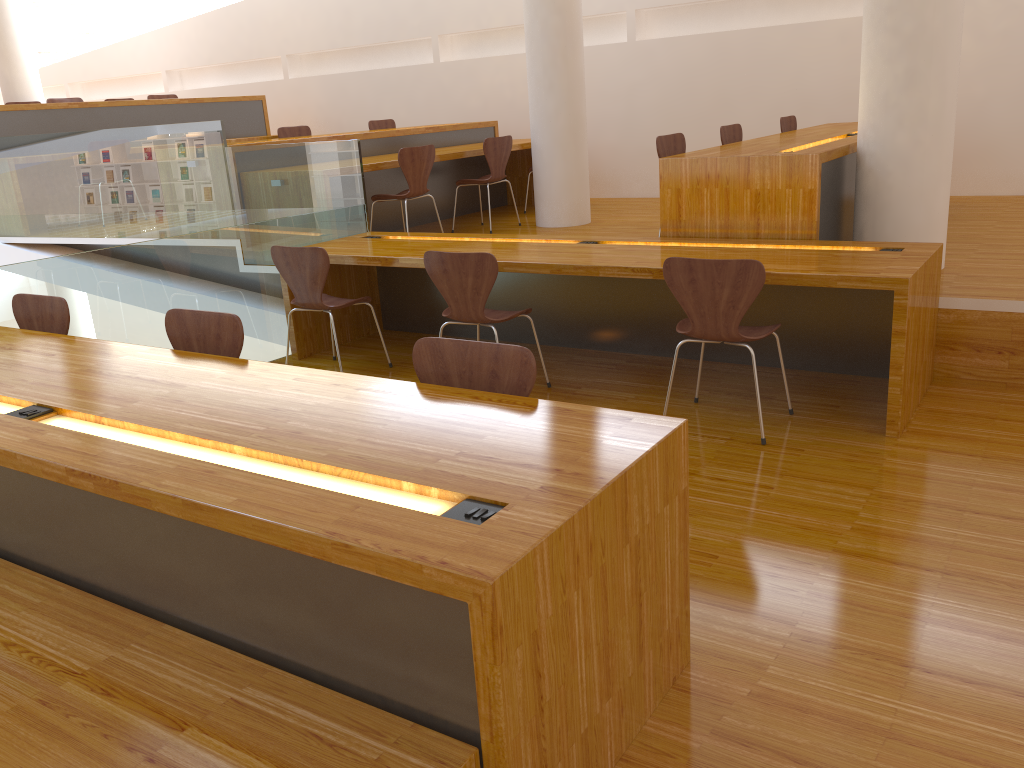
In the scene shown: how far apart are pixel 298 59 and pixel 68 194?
4.5 meters

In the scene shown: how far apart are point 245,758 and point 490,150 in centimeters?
563cm

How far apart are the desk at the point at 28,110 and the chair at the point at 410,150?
3.3m

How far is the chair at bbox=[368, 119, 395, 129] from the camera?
8.5 meters

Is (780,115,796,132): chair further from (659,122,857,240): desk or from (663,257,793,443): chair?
(663,257,793,443): chair

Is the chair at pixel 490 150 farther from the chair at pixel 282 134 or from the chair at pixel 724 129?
the chair at pixel 282 134

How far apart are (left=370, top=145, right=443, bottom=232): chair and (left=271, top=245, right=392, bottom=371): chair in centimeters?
141cm

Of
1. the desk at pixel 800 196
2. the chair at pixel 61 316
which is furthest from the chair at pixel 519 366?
the desk at pixel 800 196

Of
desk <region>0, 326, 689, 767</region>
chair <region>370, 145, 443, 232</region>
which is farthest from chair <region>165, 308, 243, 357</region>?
chair <region>370, 145, 443, 232</region>

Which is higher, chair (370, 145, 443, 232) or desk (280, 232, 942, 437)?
chair (370, 145, 443, 232)
